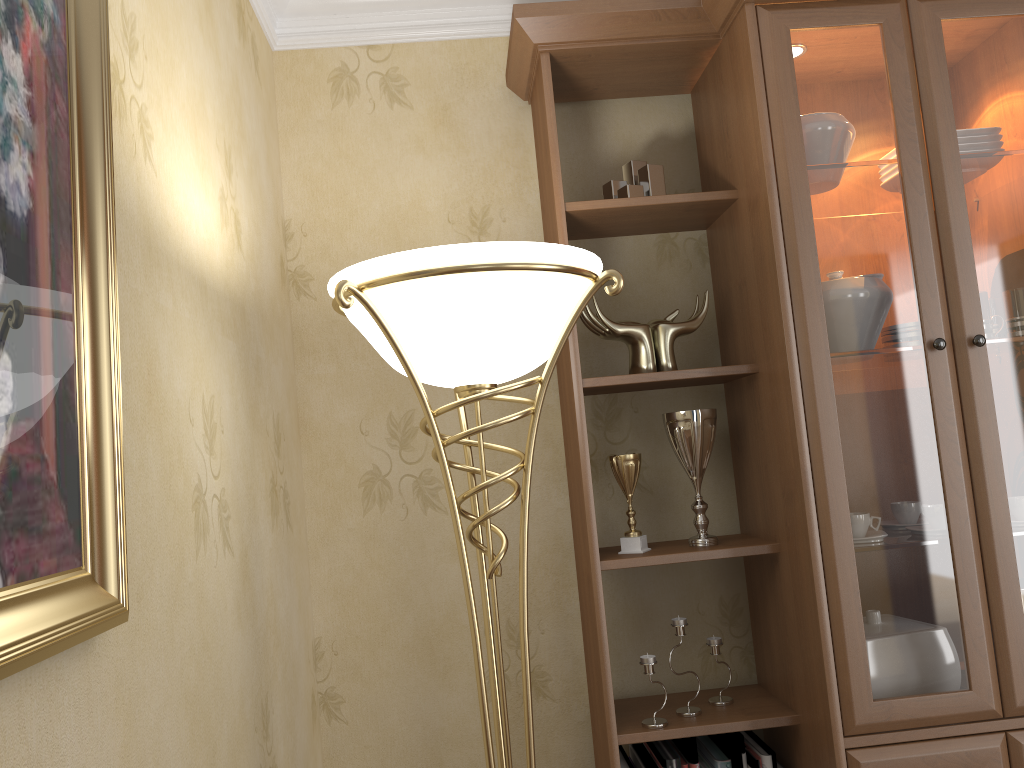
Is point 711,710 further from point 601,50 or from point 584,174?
point 601,50

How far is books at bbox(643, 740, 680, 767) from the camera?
1.8m

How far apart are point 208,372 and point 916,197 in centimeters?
137cm

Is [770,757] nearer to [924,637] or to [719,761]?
[719,761]

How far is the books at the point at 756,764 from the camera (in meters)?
1.85

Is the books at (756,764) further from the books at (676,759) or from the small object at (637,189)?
the small object at (637,189)

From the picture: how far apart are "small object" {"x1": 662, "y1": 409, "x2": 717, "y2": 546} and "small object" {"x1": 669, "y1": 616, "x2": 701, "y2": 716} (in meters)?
0.17

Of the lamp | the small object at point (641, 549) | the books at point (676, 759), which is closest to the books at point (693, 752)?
the books at point (676, 759)

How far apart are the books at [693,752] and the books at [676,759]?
0.0 meters

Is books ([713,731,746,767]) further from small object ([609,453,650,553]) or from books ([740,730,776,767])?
small object ([609,453,650,553])
